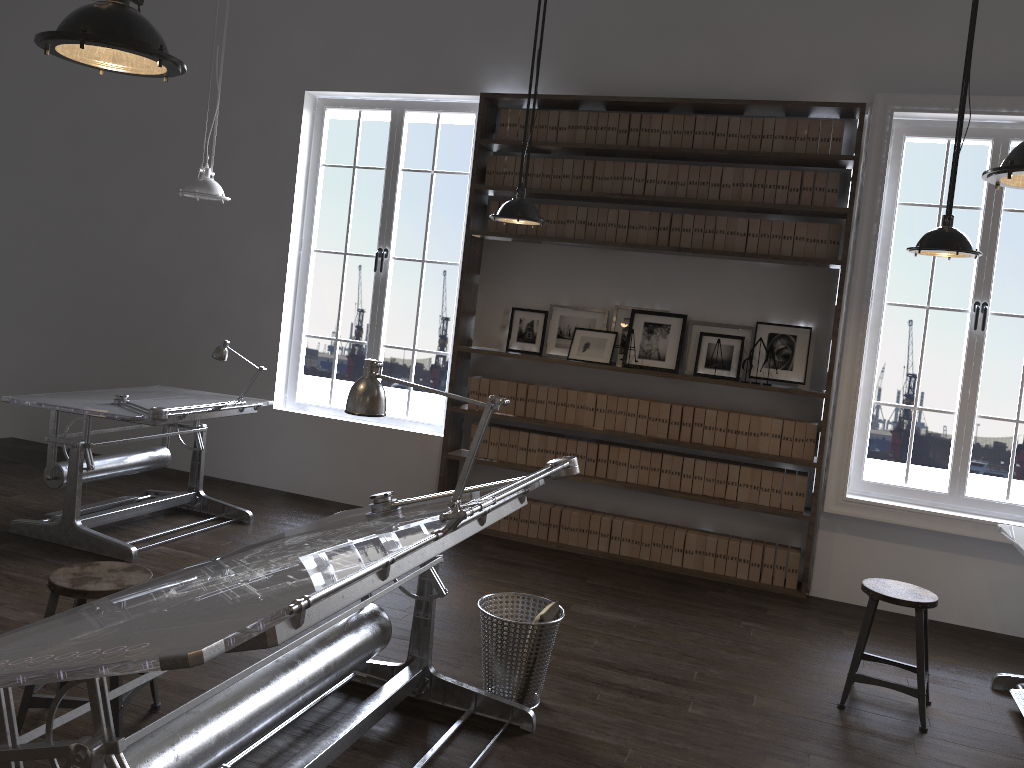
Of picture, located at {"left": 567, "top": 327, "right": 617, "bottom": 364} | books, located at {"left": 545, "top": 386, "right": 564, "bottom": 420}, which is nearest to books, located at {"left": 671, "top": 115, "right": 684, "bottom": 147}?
picture, located at {"left": 567, "top": 327, "right": 617, "bottom": 364}

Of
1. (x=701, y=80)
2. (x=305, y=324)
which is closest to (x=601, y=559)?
(x=305, y=324)

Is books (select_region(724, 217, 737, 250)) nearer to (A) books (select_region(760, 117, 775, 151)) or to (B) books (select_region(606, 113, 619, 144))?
(A) books (select_region(760, 117, 775, 151))

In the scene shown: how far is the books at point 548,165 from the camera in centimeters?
592cm

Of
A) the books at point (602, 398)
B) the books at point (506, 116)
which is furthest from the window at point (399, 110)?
the books at point (602, 398)

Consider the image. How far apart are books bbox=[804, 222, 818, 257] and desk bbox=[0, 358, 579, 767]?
2.8 meters

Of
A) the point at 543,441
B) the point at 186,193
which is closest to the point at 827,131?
the point at 543,441

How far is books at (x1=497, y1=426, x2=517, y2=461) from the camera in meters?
6.1

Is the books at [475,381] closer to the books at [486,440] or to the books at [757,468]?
the books at [486,440]

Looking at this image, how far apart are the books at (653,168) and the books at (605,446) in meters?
1.7
